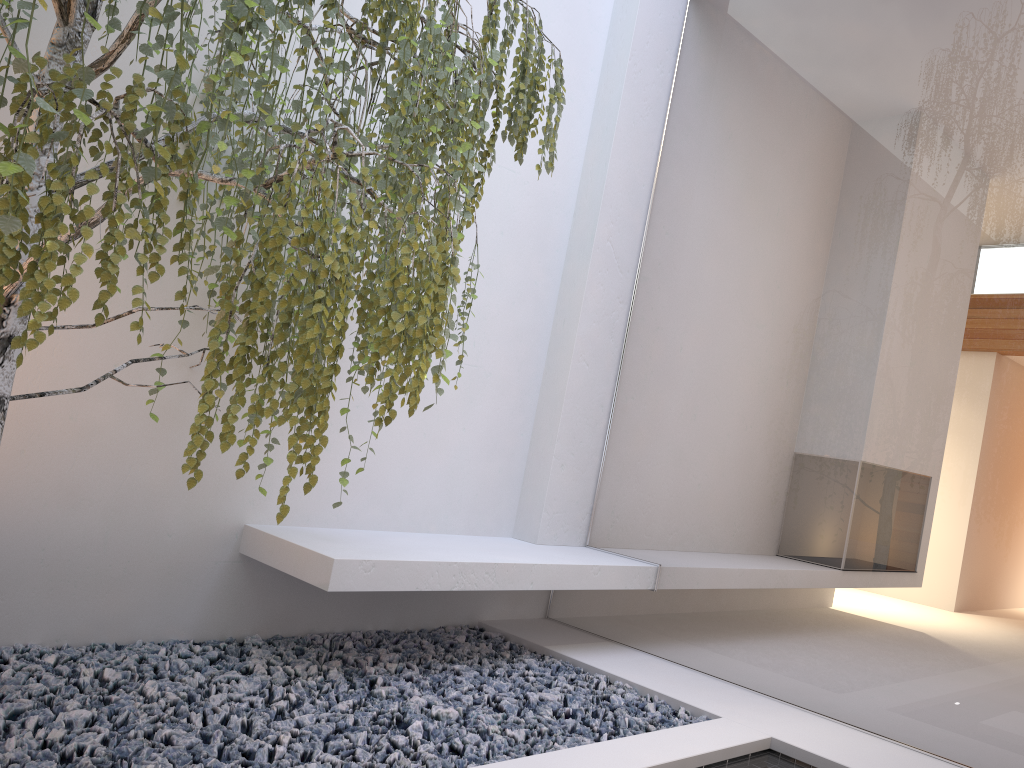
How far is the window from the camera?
2.7 meters

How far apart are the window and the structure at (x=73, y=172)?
1.3m

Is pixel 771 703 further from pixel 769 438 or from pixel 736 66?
pixel 736 66

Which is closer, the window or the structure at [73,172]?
the structure at [73,172]

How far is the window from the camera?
2.66m

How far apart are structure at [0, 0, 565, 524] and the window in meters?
1.3

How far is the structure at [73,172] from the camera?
1.6 meters

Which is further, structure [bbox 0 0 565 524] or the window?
the window
